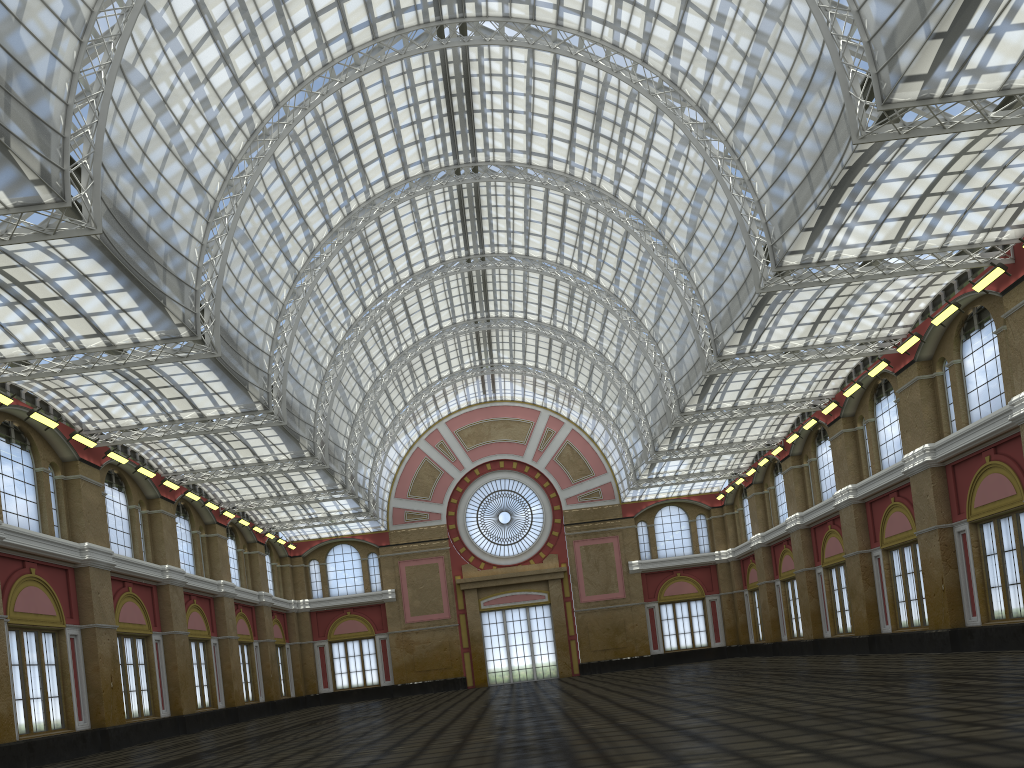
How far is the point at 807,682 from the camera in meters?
27.7 m
